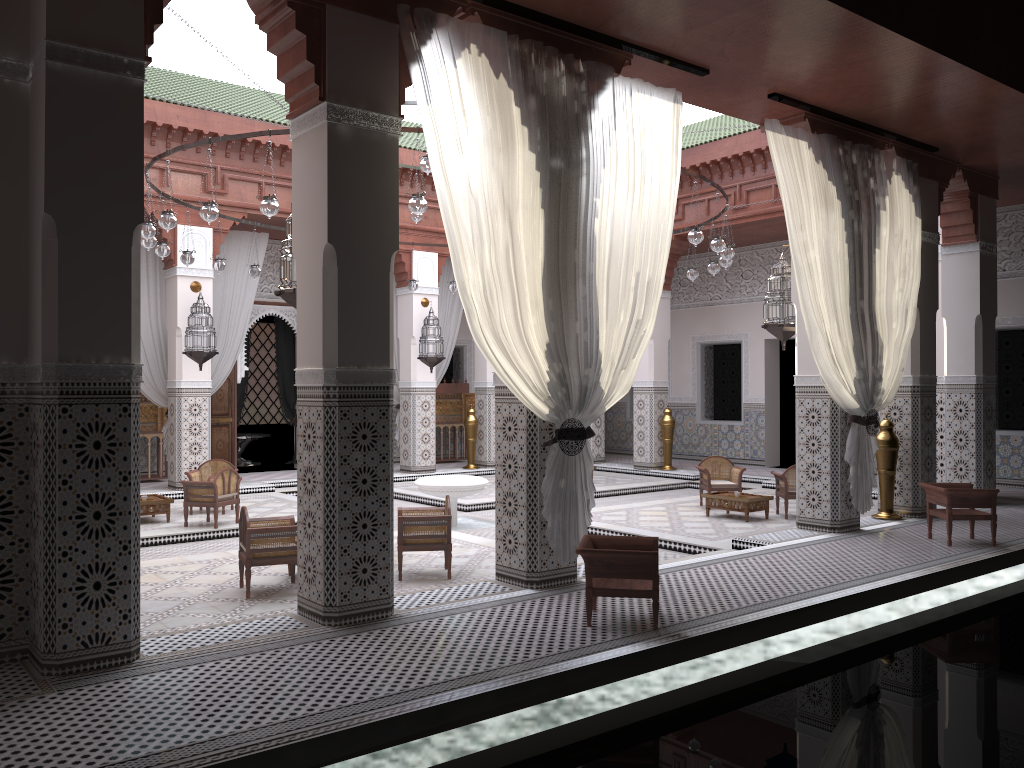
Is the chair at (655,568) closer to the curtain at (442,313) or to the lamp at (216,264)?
the lamp at (216,264)

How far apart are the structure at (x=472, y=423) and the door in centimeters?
151cm

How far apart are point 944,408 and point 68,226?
5.0m

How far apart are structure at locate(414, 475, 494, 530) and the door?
2.54m

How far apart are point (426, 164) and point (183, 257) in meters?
1.7 m

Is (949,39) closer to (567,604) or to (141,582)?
(567,604)

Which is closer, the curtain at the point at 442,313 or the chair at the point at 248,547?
the chair at the point at 248,547

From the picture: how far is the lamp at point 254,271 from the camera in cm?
564

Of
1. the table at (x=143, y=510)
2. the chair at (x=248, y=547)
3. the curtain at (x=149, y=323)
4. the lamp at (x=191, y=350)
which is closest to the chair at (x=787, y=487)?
the chair at (x=248, y=547)

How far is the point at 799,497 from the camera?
4.3 meters
